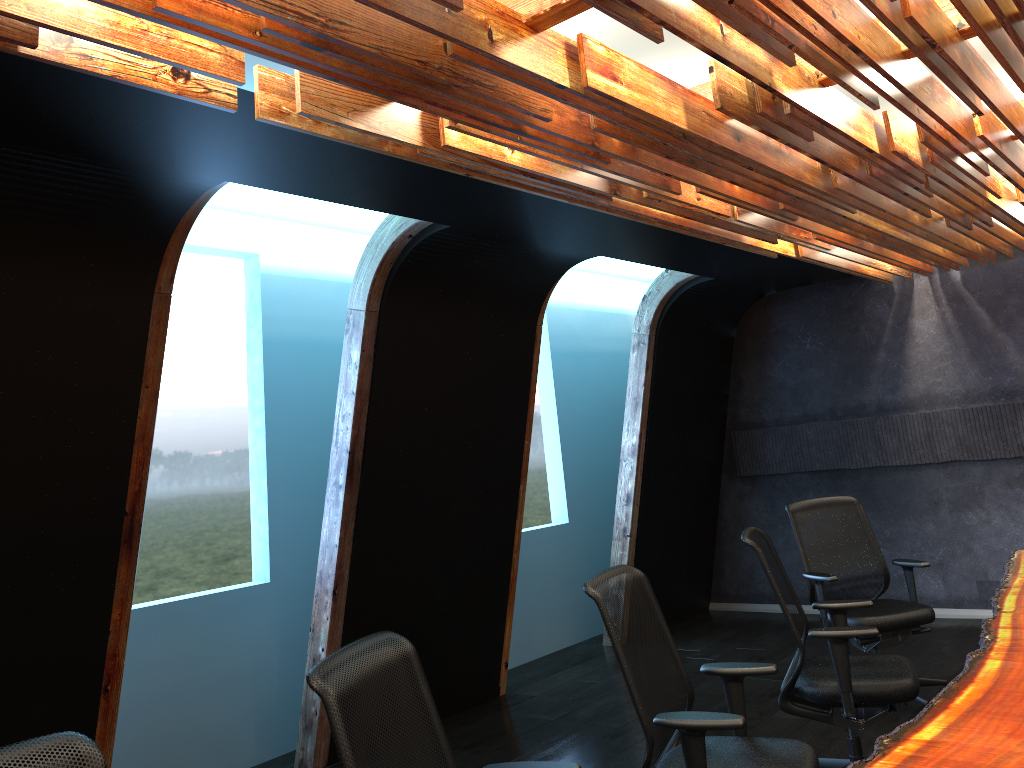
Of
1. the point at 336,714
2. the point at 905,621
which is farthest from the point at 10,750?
the point at 905,621

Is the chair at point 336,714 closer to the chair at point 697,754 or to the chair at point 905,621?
the chair at point 697,754

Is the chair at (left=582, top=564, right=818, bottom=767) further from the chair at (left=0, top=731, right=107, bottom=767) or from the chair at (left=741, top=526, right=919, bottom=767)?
the chair at (left=0, top=731, right=107, bottom=767)

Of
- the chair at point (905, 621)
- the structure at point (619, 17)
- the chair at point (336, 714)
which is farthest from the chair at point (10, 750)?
the chair at point (905, 621)

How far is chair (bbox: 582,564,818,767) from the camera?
3.0m

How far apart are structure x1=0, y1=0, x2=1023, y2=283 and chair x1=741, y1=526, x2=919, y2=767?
1.7m

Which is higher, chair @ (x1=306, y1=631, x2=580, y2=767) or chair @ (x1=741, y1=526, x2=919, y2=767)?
chair @ (x1=306, y1=631, x2=580, y2=767)

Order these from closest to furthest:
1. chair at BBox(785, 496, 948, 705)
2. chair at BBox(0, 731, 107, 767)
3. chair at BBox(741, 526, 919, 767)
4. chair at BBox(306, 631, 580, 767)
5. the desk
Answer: chair at BBox(0, 731, 107, 767)
chair at BBox(306, 631, 580, 767)
the desk
chair at BBox(741, 526, 919, 767)
chair at BBox(785, 496, 948, 705)

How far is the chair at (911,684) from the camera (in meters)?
4.00

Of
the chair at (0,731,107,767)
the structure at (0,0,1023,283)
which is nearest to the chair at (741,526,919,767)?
the structure at (0,0,1023,283)
